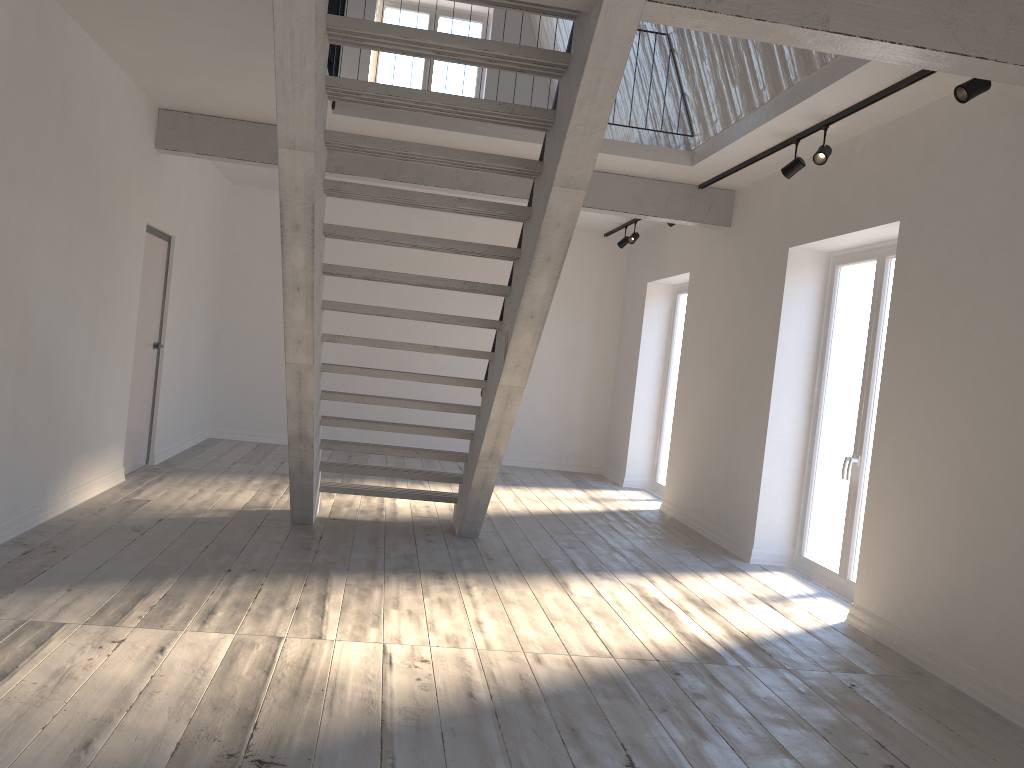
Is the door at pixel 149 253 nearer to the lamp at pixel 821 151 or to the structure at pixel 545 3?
the structure at pixel 545 3

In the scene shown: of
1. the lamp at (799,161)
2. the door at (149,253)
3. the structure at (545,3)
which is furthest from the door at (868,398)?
the door at (149,253)

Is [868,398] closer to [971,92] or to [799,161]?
[799,161]

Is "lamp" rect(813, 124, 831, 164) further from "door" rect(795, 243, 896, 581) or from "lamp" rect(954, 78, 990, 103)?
"lamp" rect(954, 78, 990, 103)

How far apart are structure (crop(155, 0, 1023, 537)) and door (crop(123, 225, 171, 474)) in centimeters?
64cm

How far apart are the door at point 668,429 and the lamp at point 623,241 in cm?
81

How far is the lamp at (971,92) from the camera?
4.0 meters

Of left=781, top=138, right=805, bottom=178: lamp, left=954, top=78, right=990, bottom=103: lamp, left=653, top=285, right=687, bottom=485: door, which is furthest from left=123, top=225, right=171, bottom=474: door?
left=954, top=78, right=990, bottom=103: lamp

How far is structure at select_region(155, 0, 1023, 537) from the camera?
3.4m

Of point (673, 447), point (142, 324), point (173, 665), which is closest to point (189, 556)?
point (173, 665)
